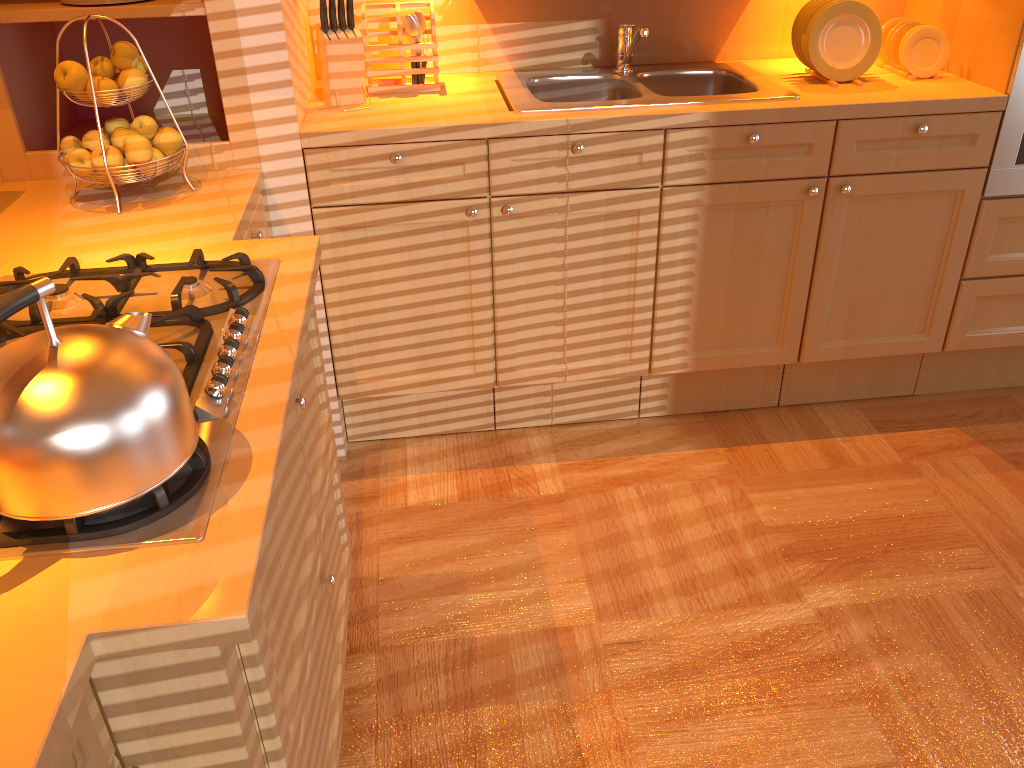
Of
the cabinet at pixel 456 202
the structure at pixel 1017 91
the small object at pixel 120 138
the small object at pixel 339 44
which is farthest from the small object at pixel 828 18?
the small object at pixel 120 138

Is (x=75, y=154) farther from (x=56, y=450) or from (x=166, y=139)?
(x=56, y=450)

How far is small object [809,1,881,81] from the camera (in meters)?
2.38

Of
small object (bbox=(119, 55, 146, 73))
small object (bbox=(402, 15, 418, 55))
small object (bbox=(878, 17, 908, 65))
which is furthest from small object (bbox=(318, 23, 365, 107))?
small object (bbox=(878, 17, 908, 65))

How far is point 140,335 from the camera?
1.03m

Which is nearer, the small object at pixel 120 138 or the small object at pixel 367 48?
the small object at pixel 120 138

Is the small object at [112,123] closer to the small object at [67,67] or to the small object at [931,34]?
the small object at [67,67]

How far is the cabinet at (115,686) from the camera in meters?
0.9

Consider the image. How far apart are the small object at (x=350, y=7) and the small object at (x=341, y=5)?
0.0 meters

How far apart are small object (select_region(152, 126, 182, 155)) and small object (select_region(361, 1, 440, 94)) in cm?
67
